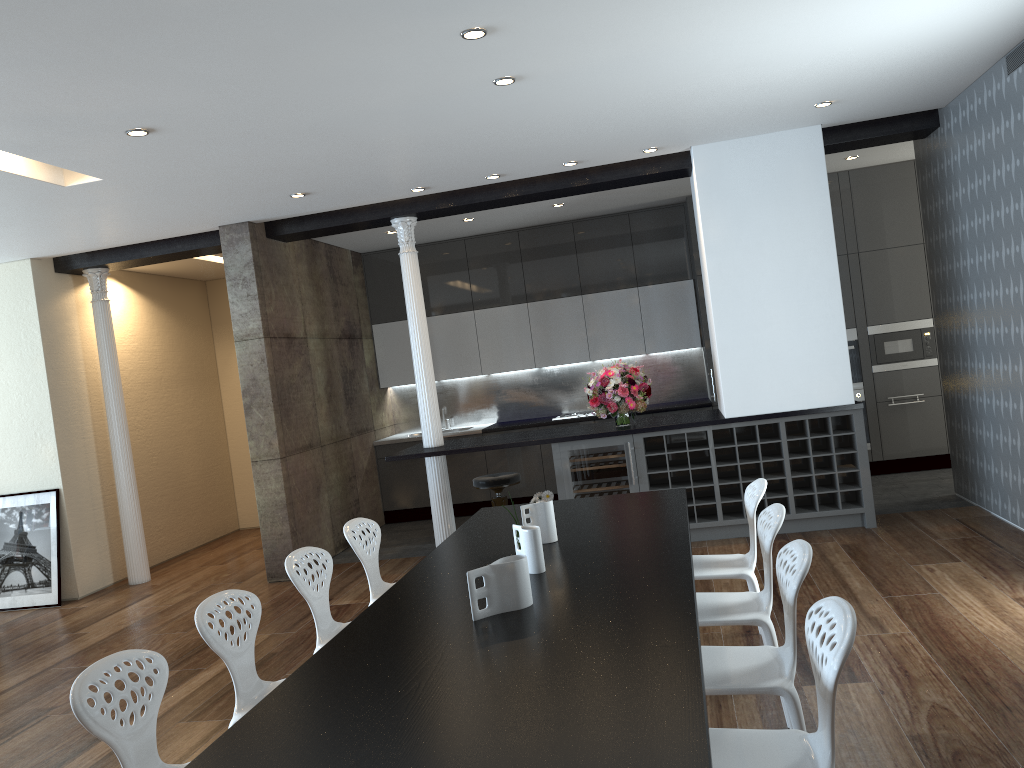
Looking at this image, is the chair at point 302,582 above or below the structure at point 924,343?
below

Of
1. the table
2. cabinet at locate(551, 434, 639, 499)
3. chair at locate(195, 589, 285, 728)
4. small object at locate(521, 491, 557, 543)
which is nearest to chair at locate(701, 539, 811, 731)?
the table

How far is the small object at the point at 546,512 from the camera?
4.0 meters

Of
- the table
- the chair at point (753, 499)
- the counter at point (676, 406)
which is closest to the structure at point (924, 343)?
the counter at point (676, 406)

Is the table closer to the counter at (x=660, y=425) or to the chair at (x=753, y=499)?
the chair at (x=753, y=499)

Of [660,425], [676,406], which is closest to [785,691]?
[660,425]

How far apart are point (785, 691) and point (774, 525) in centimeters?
83cm

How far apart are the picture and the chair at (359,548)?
4.2m

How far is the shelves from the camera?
6.65m

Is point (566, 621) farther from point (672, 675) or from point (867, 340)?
point (867, 340)
